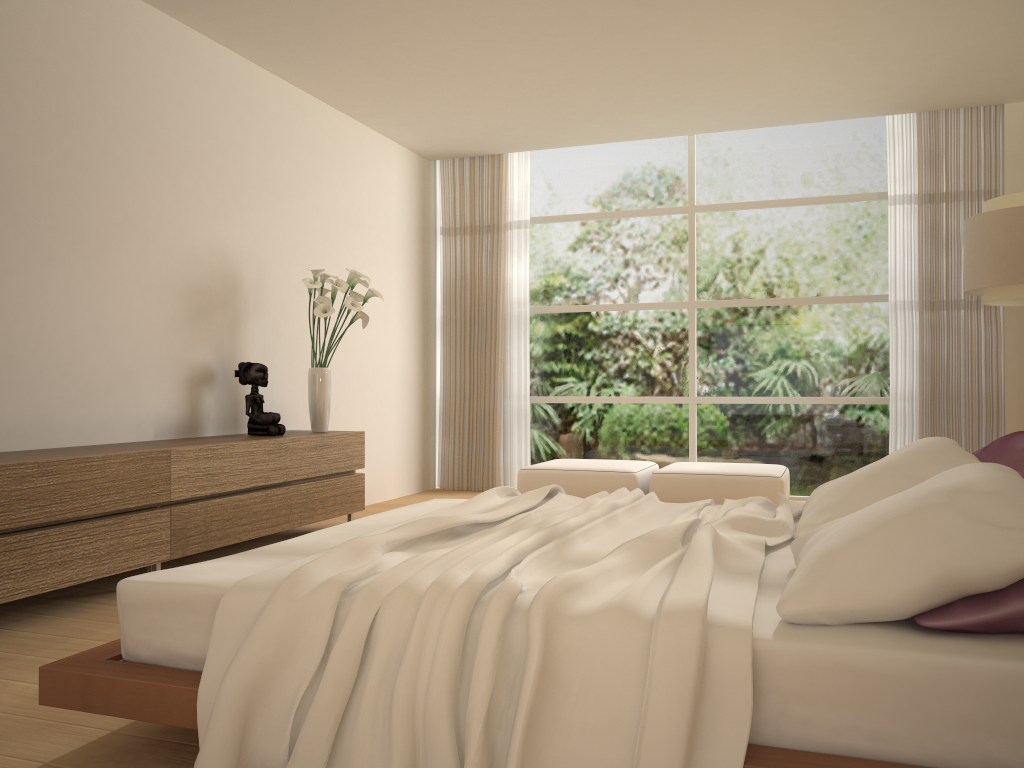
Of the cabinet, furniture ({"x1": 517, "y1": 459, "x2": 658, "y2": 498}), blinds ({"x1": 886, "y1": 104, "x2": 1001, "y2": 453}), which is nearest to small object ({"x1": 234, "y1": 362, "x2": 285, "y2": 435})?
the cabinet

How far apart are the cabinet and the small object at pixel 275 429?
0.08m

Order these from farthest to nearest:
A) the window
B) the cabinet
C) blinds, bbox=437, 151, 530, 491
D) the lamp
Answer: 1. blinds, bbox=437, 151, 530, 491
2. the window
3. the lamp
4. the cabinet

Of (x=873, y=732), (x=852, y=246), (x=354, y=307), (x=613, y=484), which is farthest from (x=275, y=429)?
(x=852, y=246)

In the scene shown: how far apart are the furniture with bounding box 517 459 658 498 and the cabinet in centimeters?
142cm

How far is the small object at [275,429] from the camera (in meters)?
5.33

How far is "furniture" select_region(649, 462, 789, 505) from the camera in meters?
6.2 m

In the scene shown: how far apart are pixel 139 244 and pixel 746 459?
5.2 meters

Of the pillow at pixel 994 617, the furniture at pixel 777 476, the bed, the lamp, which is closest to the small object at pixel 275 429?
the bed

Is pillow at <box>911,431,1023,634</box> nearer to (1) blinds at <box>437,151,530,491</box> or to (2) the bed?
(2) the bed
